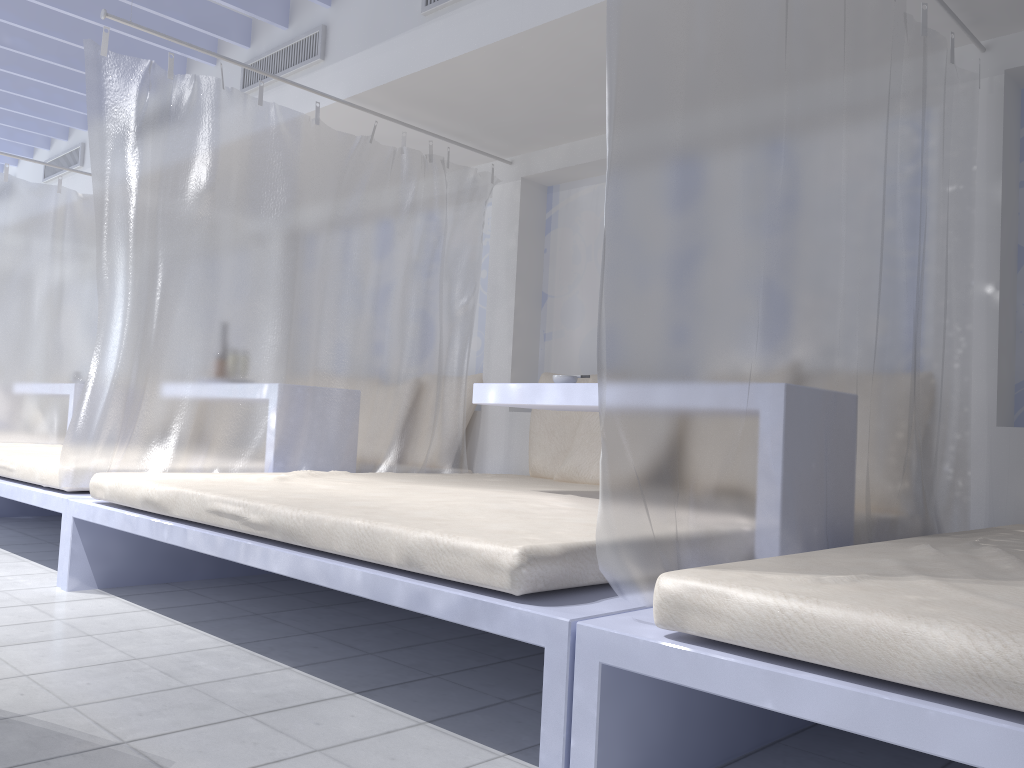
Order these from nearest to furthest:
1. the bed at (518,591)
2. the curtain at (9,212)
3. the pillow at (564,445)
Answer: the bed at (518,591), the pillow at (564,445), the curtain at (9,212)

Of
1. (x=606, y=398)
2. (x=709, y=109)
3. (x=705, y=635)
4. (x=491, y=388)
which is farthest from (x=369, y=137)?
(x=705, y=635)

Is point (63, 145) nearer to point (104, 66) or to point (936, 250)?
point (104, 66)

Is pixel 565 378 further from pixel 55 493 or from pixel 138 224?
pixel 55 493

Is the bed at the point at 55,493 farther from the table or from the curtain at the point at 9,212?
the table

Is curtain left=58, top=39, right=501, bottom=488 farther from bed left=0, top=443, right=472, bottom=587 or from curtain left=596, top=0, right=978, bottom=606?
curtain left=596, top=0, right=978, bottom=606

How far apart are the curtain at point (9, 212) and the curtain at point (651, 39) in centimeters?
435cm

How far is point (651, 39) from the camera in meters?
1.6 m

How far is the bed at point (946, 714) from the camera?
1.05m

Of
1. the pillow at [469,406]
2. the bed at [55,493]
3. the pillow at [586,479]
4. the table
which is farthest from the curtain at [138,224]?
the table
